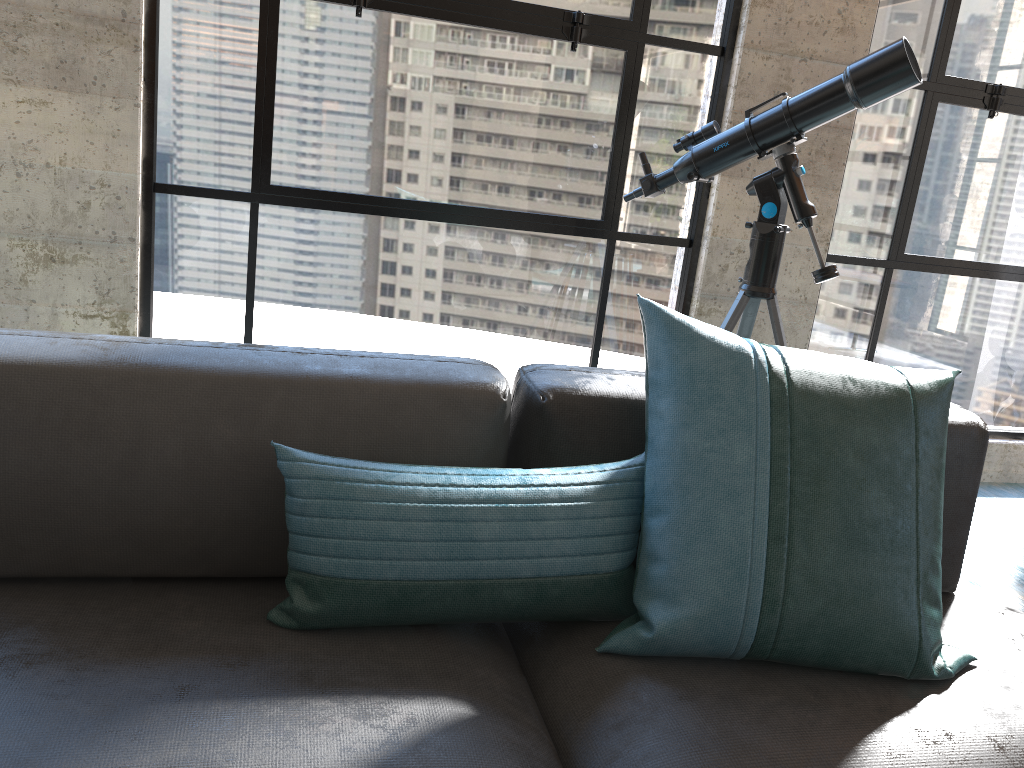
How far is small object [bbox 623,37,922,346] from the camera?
2.1m

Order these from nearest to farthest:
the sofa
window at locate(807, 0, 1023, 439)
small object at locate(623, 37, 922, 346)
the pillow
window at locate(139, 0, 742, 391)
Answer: the sofa, the pillow, small object at locate(623, 37, 922, 346), window at locate(139, 0, 742, 391), window at locate(807, 0, 1023, 439)

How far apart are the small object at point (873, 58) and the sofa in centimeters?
80cm

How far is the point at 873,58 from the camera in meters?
2.1

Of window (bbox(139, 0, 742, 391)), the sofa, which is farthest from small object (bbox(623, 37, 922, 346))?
the sofa

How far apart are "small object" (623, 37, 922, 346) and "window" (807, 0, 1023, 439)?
0.8 meters

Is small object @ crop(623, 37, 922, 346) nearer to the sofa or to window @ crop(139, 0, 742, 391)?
window @ crop(139, 0, 742, 391)

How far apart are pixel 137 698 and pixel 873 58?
2.05m

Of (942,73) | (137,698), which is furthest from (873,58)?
(137,698)

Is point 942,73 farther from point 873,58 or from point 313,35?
point 313,35
